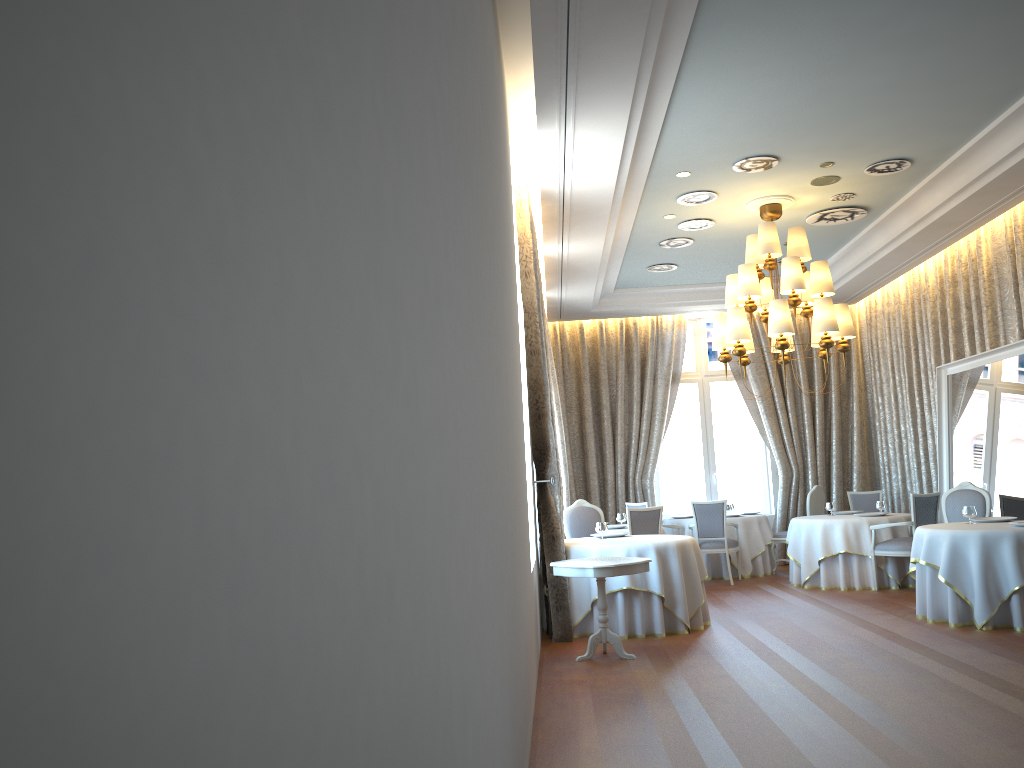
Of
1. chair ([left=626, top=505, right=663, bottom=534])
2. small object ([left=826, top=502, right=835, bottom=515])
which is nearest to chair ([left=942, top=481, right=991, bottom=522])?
small object ([left=826, top=502, right=835, bottom=515])

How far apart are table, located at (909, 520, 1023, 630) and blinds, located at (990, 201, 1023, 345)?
2.5m

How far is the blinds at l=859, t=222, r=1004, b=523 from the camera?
10.4 meters

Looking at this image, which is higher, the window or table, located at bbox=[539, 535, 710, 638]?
the window

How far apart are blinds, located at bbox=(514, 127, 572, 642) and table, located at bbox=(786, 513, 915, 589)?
4.0m

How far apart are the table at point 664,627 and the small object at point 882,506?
3.8m

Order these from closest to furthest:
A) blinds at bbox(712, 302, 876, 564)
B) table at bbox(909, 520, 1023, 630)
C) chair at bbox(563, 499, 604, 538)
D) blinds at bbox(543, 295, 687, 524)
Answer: table at bbox(909, 520, 1023, 630)
chair at bbox(563, 499, 604, 538)
blinds at bbox(712, 302, 876, 564)
blinds at bbox(543, 295, 687, 524)

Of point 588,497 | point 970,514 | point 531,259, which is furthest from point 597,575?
point 588,497

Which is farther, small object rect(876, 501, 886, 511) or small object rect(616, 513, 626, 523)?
small object rect(616, 513, 626, 523)

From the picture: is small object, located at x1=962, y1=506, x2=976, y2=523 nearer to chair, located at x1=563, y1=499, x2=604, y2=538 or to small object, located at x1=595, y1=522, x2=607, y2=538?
small object, located at x1=595, y1=522, x2=607, y2=538
